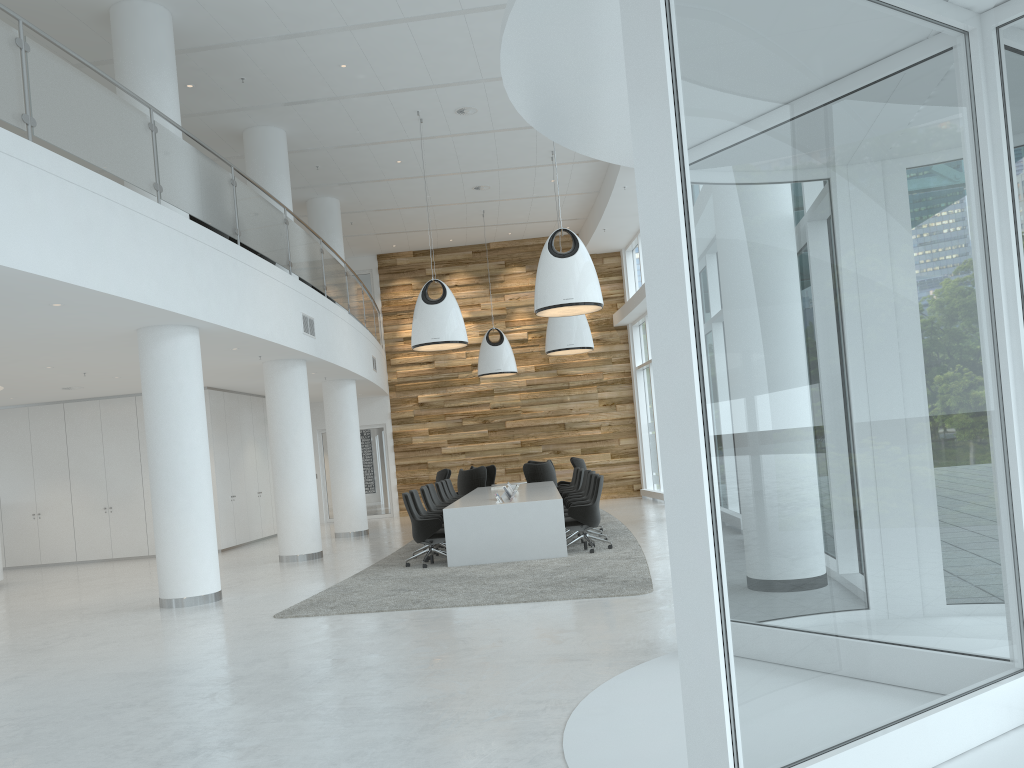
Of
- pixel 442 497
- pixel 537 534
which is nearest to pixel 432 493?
pixel 442 497

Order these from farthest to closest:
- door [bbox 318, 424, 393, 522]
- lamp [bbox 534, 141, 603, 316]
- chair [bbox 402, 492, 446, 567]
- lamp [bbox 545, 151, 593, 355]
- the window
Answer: door [bbox 318, 424, 393, 522] < lamp [bbox 545, 151, 593, 355] < chair [bbox 402, 492, 446, 567] < lamp [bbox 534, 141, 603, 316] < the window

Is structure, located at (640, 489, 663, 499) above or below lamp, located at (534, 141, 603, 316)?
below

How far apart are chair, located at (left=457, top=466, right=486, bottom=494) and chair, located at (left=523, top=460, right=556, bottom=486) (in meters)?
0.89

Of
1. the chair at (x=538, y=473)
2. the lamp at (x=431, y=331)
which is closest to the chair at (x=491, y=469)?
the chair at (x=538, y=473)

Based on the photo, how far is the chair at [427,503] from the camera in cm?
1296

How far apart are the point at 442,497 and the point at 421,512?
3.10m

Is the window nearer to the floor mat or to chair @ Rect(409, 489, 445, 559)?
the floor mat

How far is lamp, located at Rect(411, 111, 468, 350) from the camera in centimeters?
1328cm

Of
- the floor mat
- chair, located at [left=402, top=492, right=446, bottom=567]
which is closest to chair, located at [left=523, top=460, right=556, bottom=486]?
the floor mat
